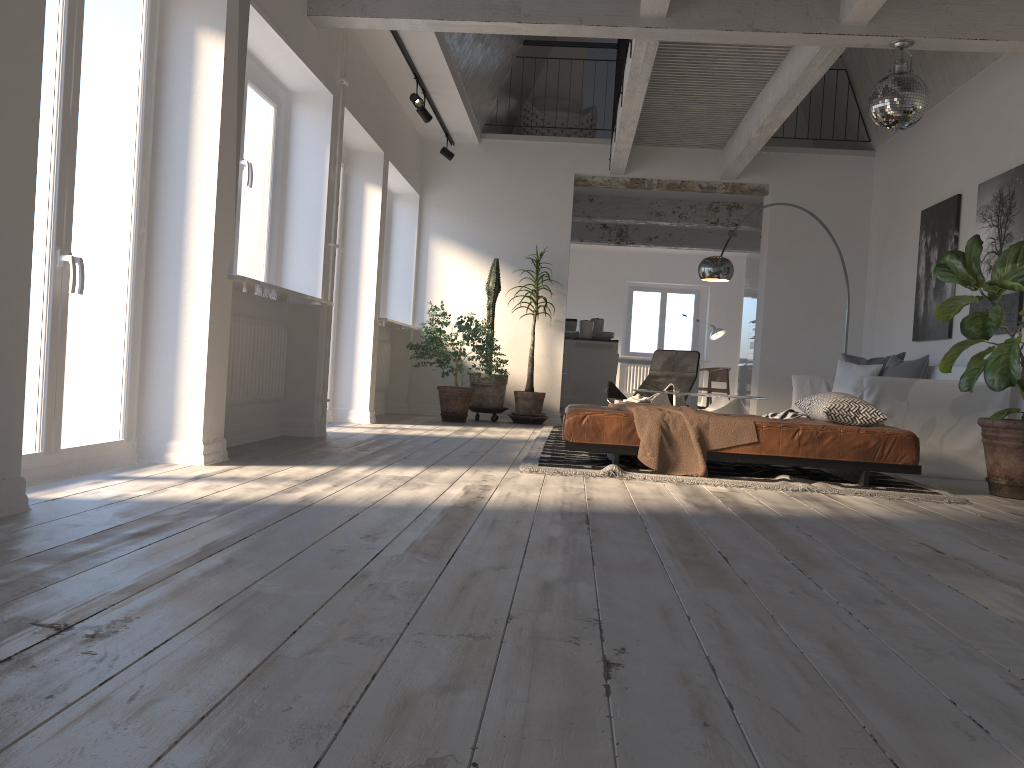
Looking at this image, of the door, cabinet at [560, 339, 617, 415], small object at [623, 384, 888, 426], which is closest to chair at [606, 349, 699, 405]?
small object at [623, 384, 888, 426]

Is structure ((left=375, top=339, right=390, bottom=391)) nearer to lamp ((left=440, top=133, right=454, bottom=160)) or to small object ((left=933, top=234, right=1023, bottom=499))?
lamp ((left=440, top=133, right=454, bottom=160))

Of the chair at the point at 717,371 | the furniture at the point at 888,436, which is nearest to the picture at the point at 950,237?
the furniture at the point at 888,436

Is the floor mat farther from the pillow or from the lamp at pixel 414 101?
the lamp at pixel 414 101

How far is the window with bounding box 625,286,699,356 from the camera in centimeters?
1719cm

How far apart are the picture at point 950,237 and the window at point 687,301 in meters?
9.3

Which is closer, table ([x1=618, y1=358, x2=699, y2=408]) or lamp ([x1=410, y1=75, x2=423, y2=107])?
lamp ([x1=410, y1=75, x2=423, y2=107])

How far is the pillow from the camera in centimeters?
718cm

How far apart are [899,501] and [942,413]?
1.76m

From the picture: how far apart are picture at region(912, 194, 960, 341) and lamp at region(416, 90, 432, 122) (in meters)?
4.44
